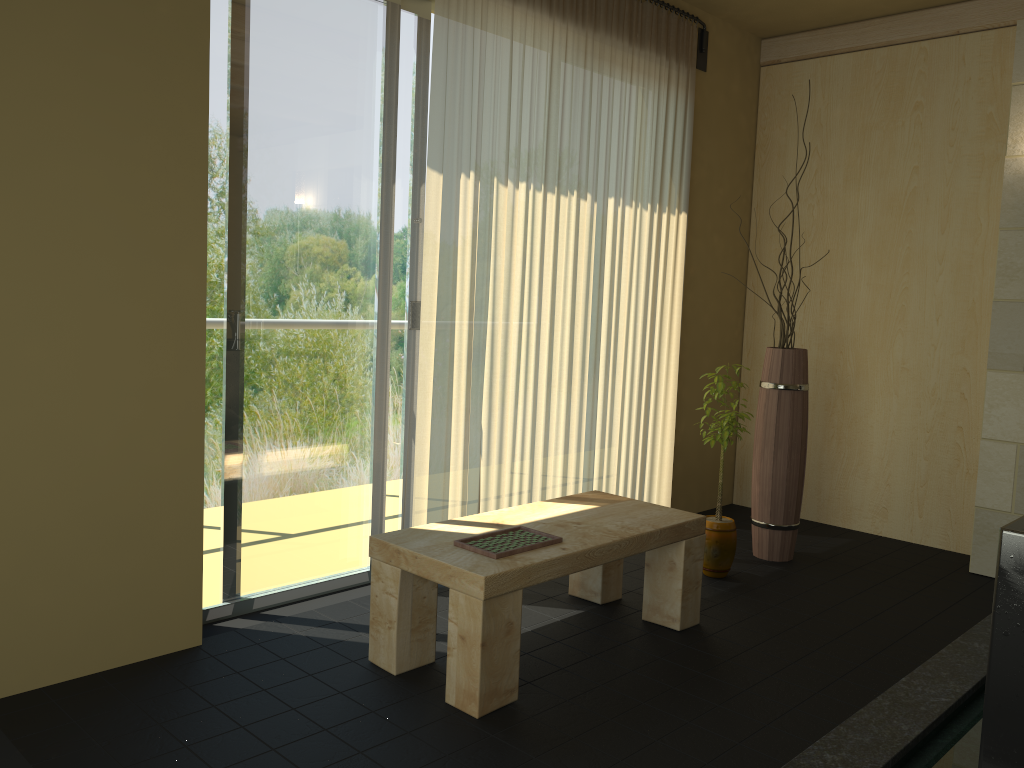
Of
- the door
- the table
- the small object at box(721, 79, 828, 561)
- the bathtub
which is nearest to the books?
the table

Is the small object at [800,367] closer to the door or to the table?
the table

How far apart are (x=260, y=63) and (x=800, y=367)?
2.6m

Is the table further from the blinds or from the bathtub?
the bathtub

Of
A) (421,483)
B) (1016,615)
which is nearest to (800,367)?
(421,483)

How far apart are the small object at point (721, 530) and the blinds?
0.6m

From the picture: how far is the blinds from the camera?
3.4m

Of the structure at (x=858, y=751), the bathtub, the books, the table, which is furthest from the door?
the bathtub

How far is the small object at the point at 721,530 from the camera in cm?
374

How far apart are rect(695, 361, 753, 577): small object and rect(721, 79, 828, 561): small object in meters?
0.3 m
